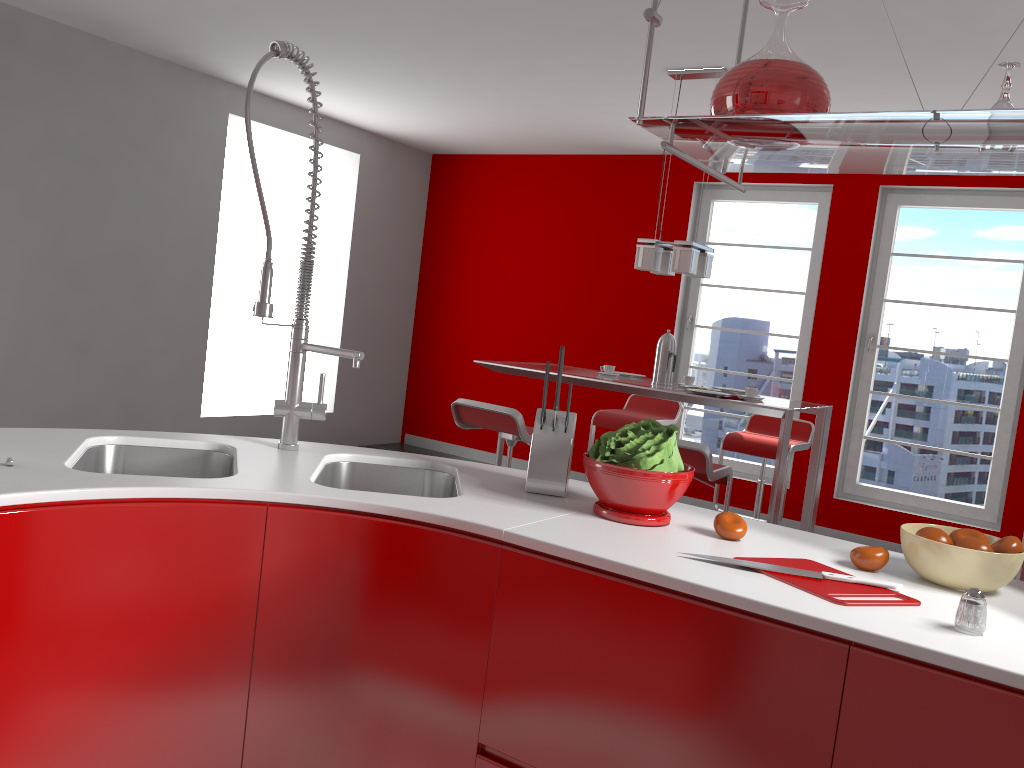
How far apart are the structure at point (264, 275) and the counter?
0.0m

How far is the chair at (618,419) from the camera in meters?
5.4

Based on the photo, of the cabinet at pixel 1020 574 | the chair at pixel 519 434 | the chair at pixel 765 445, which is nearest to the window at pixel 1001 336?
the chair at pixel 765 445

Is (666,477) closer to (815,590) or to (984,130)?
(815,590)

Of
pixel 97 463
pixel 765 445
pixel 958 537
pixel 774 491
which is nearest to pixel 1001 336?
pixel 765 445

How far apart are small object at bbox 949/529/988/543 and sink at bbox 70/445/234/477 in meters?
1.5 m

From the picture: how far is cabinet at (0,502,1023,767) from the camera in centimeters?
129cm

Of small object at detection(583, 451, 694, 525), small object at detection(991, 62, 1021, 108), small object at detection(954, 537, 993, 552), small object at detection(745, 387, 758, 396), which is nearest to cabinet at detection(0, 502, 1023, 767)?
small object at detection(583, 451, 694, 525)

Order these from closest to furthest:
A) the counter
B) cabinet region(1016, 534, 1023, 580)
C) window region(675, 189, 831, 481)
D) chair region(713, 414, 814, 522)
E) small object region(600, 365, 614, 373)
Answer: the counter → cabinet region(1016, 534, 1023, 580) → small object region(600, 365, 614, 373) → chair region(713, 414, 814, 522) → window region(675, 189, 831, 481)

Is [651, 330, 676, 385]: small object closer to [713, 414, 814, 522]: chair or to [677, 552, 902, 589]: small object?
[713, 414, 814, 522]: chair
